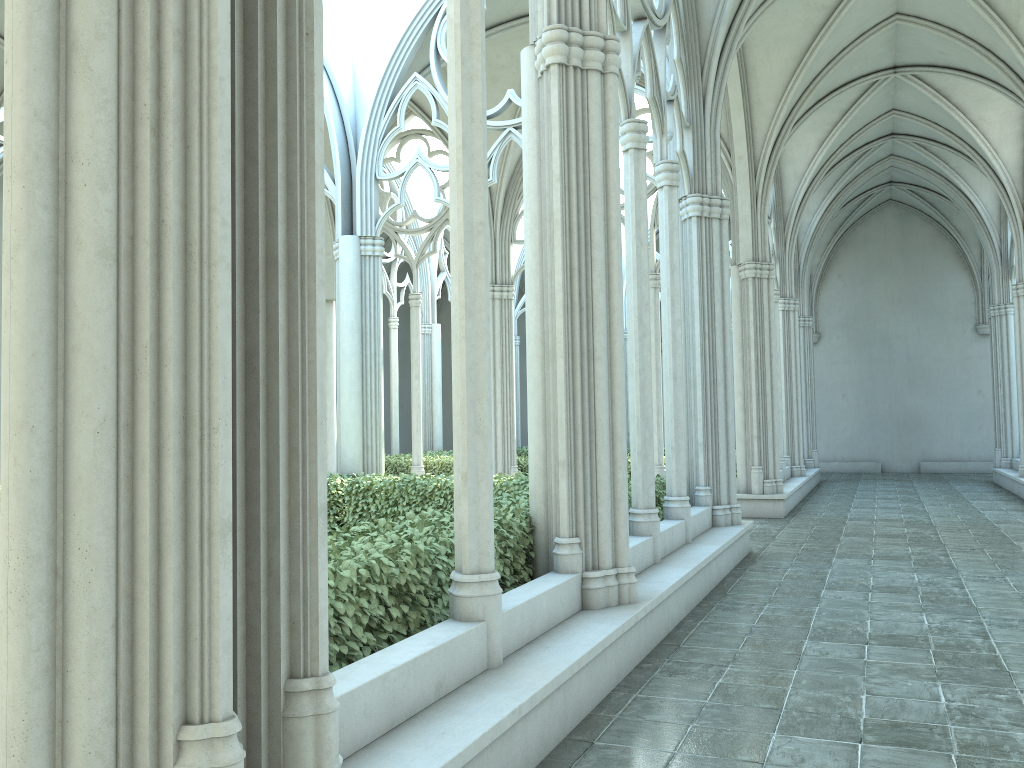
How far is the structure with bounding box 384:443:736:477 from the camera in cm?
1676

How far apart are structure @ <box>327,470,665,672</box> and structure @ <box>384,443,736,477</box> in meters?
5.2 m

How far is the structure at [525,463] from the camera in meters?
16.8 m

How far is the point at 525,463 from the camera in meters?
16.8 m

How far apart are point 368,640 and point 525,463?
12.8m

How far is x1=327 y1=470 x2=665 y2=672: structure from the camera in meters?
4.0 m

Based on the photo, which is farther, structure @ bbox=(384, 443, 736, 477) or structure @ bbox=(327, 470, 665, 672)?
structure @ bbox=(384, 443, 736, 477)

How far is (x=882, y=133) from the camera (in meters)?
19.28
